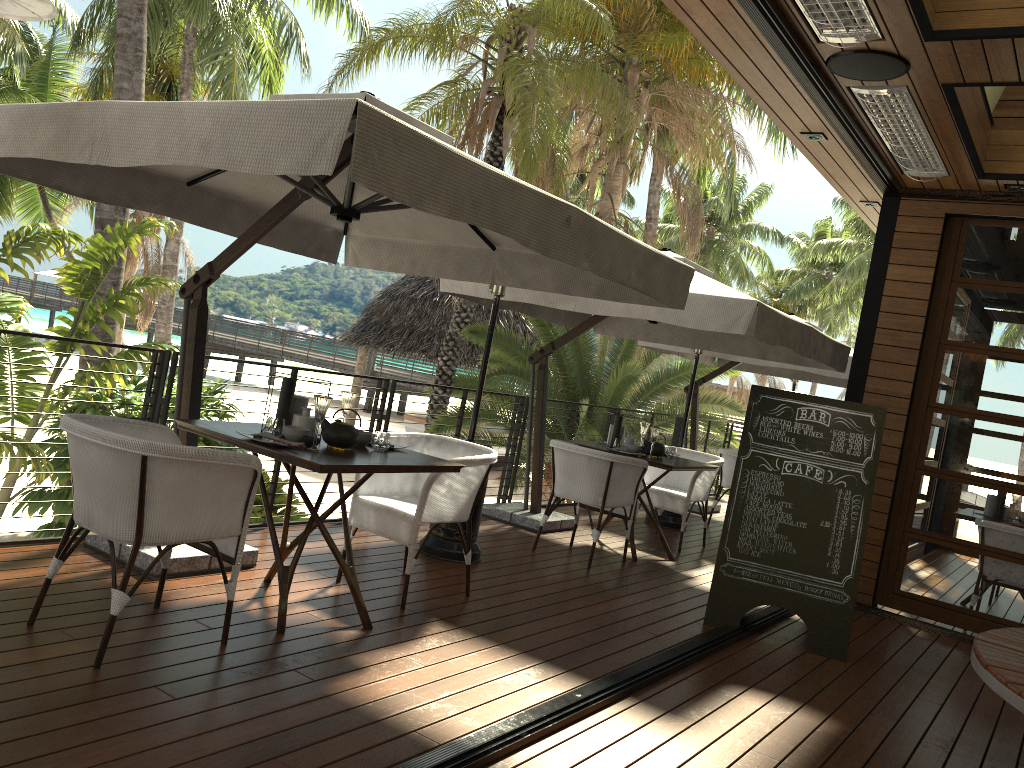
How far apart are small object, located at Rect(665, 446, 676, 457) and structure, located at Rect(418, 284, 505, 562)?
2.0 meters

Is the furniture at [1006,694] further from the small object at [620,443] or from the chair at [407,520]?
the small object at [620,443]

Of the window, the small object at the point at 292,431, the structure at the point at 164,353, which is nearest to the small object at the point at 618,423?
the structure at the point at 164,353

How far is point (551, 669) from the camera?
3.81m

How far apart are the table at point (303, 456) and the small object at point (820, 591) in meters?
1.9

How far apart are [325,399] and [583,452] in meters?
2.6 m

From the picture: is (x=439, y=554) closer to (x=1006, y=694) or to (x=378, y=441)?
(x=378, y=441)

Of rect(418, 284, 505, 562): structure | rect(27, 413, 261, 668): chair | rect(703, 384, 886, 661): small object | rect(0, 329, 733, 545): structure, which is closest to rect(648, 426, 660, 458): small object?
rect(703, 384, 886, 661): small object

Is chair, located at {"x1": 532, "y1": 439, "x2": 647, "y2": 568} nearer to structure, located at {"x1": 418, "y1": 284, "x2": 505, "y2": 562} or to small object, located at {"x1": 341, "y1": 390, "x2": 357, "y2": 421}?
structure, located at {"x1": 418, "y1": 284, "x2": 505, "y2": 562}

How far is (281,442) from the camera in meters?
3.6
